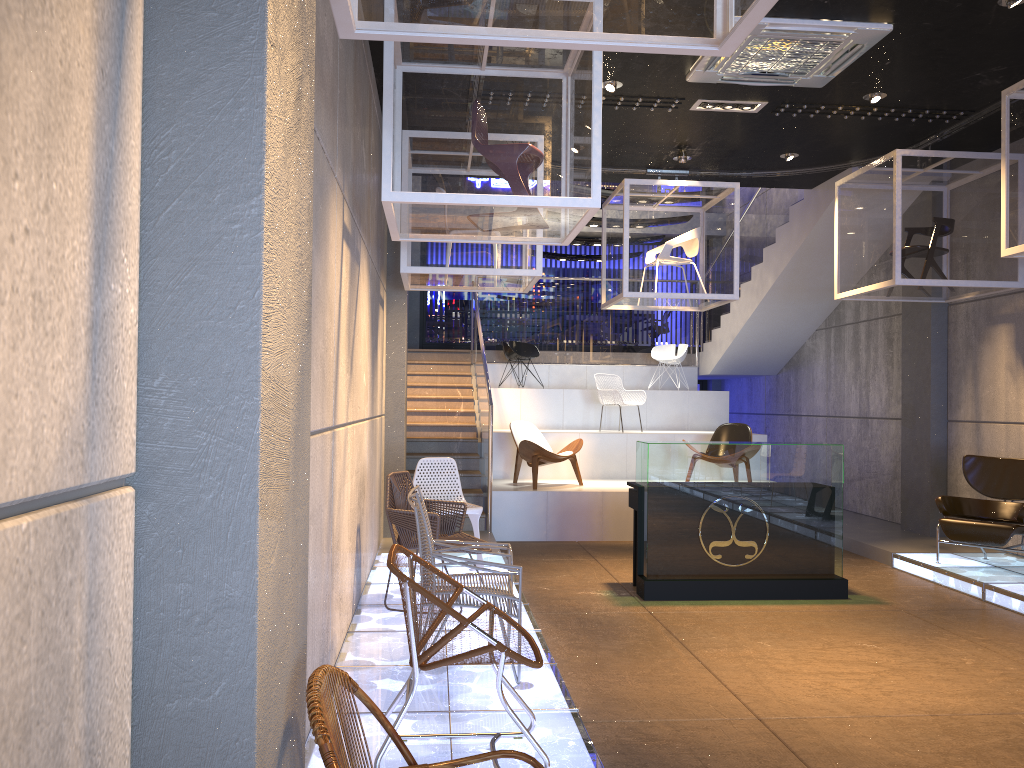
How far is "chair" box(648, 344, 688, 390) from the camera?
13.8m

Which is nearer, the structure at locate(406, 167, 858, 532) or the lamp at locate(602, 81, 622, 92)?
the lamp at locate(602, 81, 622, 92)

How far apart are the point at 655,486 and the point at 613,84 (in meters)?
3.18

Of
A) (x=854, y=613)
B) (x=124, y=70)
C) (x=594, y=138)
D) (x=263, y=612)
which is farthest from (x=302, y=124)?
(x=854, y=613)

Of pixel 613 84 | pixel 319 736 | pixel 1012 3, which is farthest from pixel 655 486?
pixel 319 736

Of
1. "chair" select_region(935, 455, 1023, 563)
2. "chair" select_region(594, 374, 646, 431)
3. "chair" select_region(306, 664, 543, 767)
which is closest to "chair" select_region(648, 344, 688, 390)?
"chair" select_region(594, 374, 646, 431)

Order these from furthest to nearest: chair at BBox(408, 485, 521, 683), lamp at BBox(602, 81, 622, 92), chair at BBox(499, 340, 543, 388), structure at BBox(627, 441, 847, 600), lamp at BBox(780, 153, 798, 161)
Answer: chair at BBox(499, 340, 543, 388), lamp at BBox(780, 153, 798, 161), lamp at BBox(602, 81, 622, 92), structure at BBox(627, 441, 847, 600), chair at BBox(408, 485, 521, 683)

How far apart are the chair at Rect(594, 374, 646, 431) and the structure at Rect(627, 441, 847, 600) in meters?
4.6 m

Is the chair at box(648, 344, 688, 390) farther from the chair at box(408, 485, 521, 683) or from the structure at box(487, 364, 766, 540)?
the chair at box(408, 485, 521, 683)

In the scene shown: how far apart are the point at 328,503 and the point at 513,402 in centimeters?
863cm
